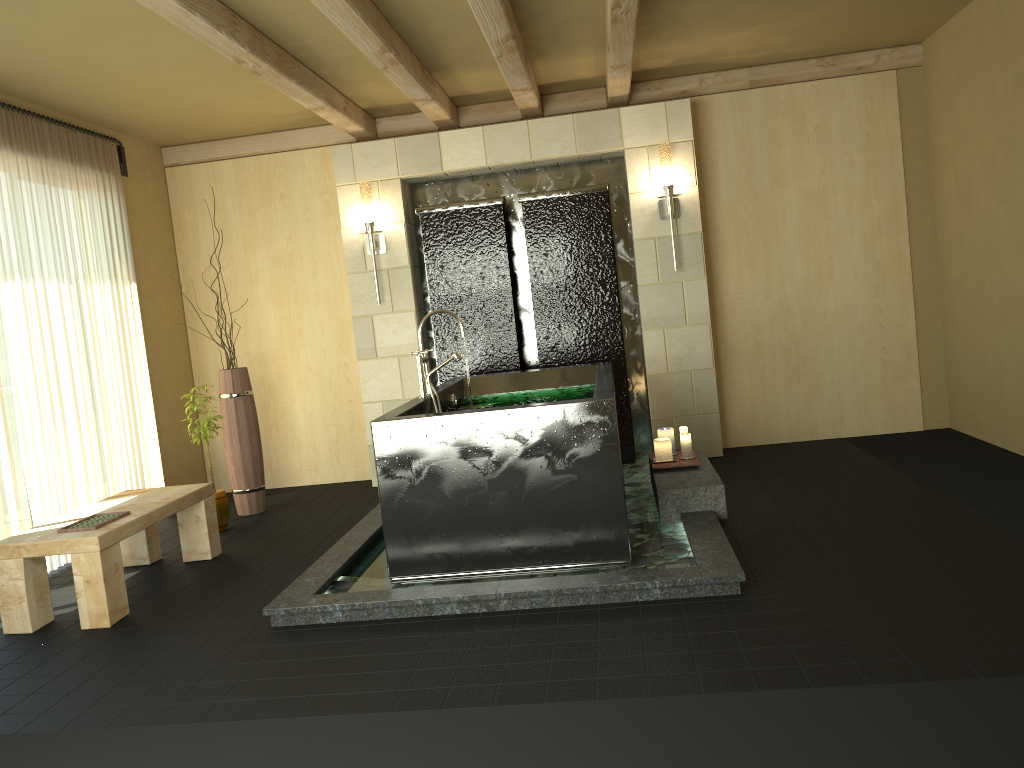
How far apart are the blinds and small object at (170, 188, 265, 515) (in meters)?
0.57

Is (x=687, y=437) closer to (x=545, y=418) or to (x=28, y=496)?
(x=545, y=418)

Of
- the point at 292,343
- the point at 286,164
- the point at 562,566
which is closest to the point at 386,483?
the point at 562,566

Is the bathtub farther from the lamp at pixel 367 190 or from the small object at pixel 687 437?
the lamp at pixel 367 190

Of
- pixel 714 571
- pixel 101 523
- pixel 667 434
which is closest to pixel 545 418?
pixel 714 571

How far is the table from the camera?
3.8 meters

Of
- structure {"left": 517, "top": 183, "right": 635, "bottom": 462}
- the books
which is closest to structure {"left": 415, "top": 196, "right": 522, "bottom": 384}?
Answer: structure {"left": 517, "top": 183, "right": 635, "bottom": 462}

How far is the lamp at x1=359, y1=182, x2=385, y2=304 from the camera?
6.0m

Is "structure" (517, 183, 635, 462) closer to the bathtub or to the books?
the bathtub

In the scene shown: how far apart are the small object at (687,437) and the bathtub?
0.53m
